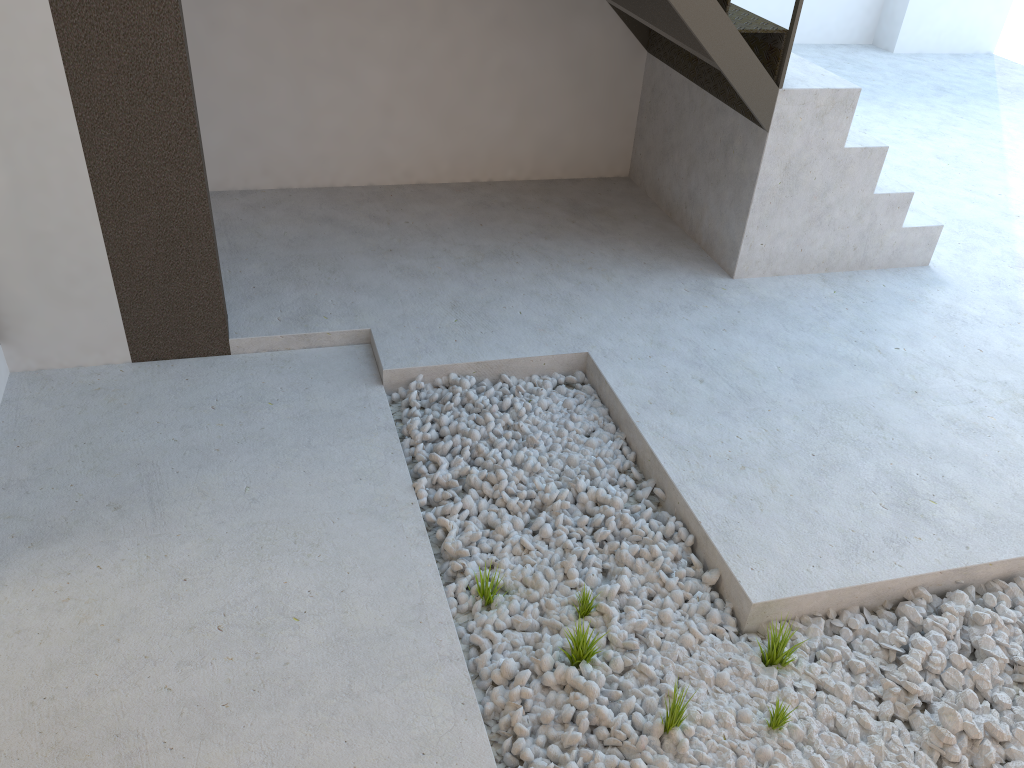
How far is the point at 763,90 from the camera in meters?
3.2

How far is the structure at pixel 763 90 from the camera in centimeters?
319cm

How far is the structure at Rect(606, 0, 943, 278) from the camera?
3.2m
